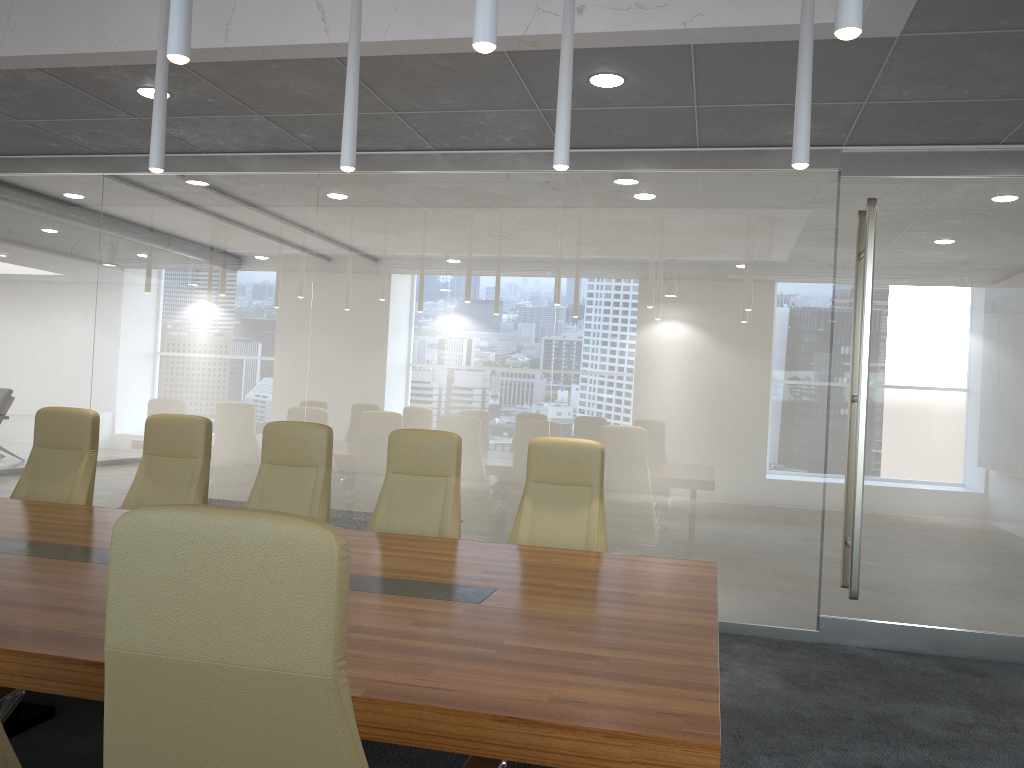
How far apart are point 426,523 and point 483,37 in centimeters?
303cm

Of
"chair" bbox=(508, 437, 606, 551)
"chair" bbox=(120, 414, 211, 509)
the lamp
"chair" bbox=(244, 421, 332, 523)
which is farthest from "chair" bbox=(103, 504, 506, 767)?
"chair" bbox=(120, 414, 211, 509)

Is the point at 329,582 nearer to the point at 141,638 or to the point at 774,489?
the point at 141,638

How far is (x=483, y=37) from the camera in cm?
255

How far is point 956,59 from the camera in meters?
4.6

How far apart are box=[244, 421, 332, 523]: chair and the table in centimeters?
72cm

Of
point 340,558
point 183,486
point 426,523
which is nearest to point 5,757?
point 340,558

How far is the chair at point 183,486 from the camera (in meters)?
5.34

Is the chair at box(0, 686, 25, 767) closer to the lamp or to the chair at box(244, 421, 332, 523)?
the lamp

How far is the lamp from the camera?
2.5 meters
